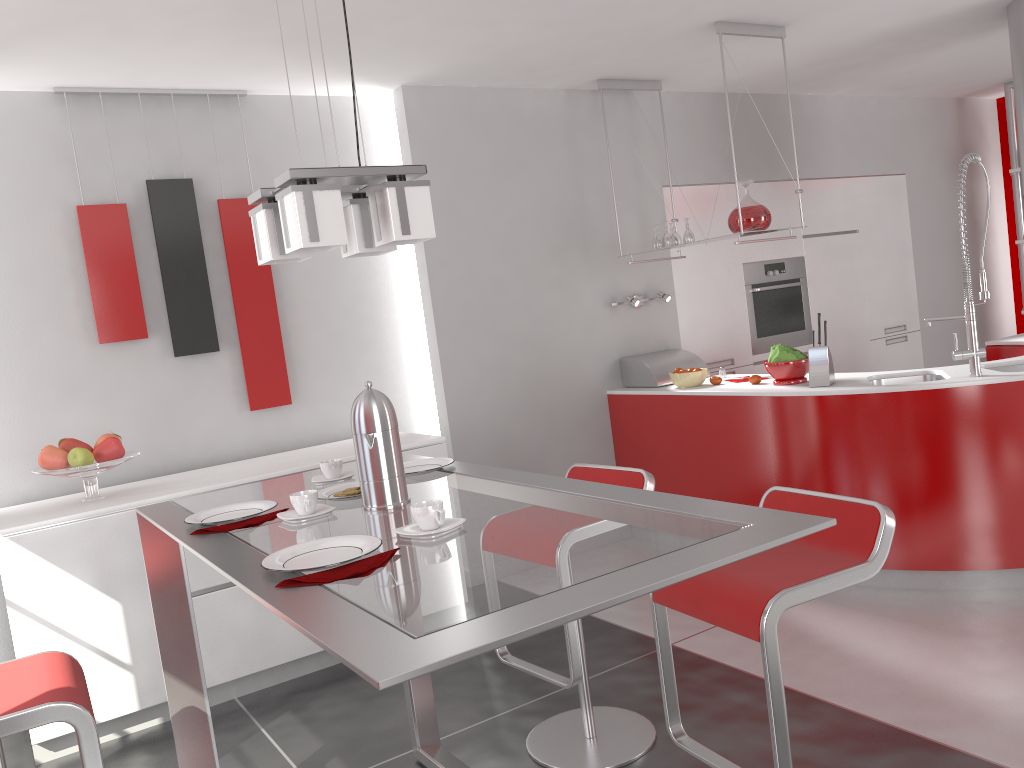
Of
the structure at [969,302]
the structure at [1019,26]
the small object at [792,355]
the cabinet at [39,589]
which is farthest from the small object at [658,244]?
the structure at [1019,26]

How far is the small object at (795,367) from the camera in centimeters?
420cm

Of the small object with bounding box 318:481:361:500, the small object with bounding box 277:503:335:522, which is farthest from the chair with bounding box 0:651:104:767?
the small object with bounding box 318:481:361:500

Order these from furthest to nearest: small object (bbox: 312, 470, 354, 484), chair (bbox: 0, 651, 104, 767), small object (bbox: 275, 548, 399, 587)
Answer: small object (bbox: 312, 470, 354, 484) < chair (bbox: 0, 651, 104, 767) < small object (bbox: 275, 548, 399, 587)

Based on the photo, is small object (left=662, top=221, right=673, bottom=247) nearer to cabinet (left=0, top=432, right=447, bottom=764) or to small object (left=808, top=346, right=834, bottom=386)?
small object (left=808, top=346, right=834, bottom=386)

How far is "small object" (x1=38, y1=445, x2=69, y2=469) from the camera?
3.44m

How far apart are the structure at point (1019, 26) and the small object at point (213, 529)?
4.3m

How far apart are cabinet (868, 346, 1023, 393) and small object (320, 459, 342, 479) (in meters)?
4.04

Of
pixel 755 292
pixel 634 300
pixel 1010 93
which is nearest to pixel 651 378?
pixel 634 300

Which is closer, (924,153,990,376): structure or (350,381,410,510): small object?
(350,381,410,510): small object
